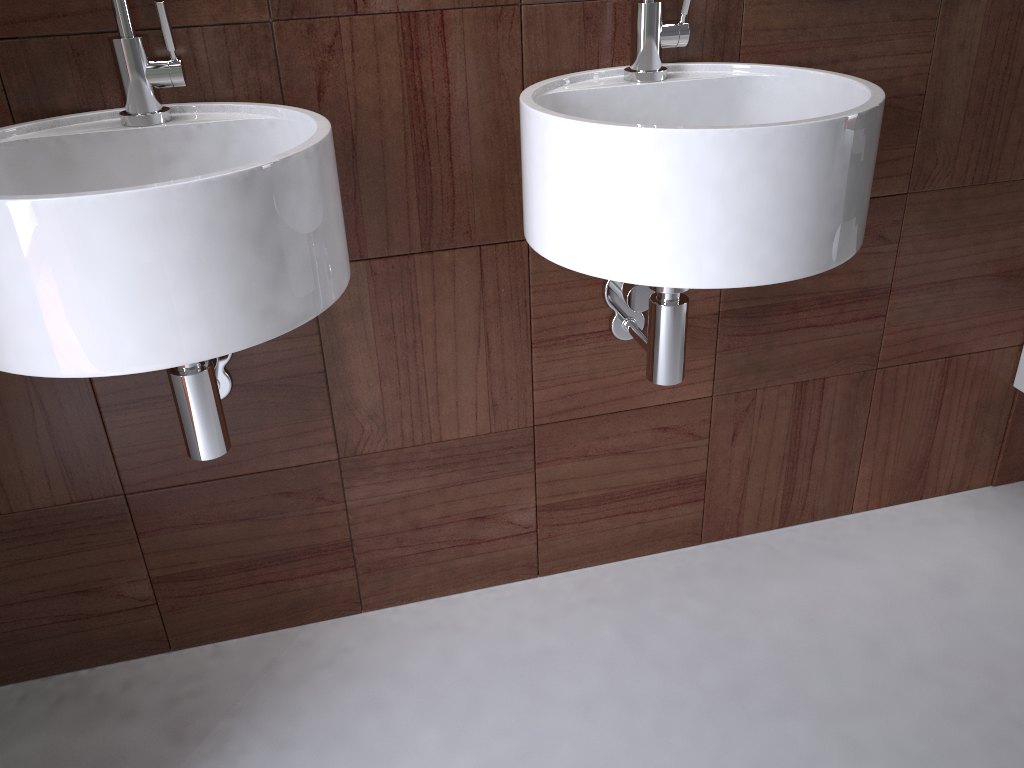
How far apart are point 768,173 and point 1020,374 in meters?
1.0

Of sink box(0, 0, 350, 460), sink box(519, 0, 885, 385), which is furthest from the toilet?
sink box(0, 0, 350, 460)

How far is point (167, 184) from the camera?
0.8m

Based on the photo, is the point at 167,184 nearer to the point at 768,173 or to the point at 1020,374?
the point at 768,173

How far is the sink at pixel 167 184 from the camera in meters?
0.8 m

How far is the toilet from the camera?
1.6m

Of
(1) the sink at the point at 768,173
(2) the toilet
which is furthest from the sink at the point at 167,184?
(2) the toilet

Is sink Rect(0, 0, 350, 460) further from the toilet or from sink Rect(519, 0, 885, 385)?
the toilet

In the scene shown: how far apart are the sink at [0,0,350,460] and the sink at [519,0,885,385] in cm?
22

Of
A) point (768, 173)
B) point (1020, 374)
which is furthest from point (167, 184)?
point (1020, 374)
